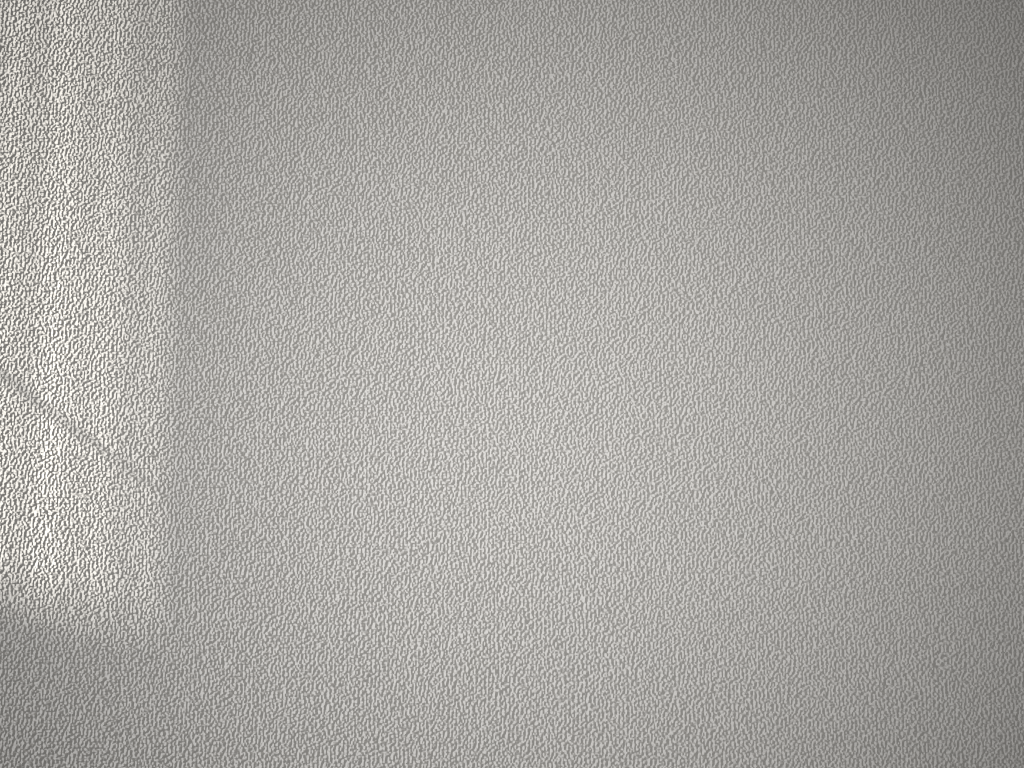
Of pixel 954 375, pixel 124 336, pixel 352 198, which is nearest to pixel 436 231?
pixel 352 198

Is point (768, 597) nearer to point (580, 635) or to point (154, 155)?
point (580, 635)
